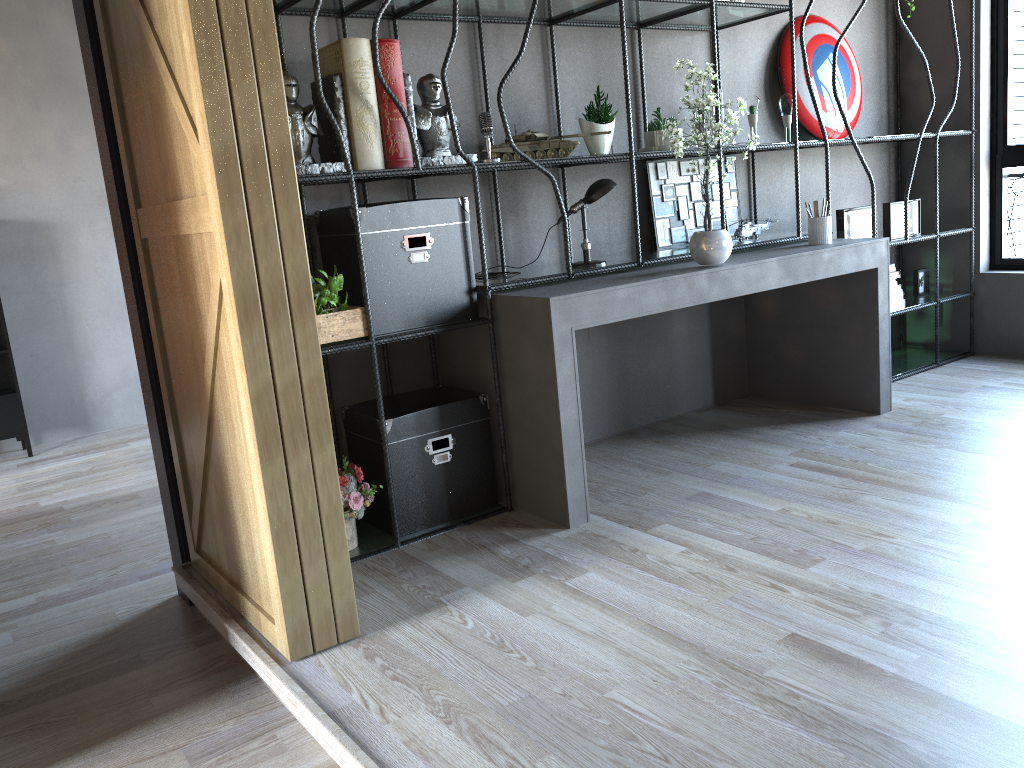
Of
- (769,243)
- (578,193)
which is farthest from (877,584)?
(578,193)

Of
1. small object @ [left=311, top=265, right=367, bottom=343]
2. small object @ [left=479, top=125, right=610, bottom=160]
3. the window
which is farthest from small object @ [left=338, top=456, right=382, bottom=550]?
the window

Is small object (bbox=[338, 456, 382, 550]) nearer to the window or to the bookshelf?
the bookshelf

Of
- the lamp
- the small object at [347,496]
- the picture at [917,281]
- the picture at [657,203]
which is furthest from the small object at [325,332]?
the picture at [917,281]

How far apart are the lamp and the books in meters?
2.3

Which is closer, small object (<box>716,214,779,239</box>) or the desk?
the desk

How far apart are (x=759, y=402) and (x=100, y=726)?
3.6m

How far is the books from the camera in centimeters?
516cm

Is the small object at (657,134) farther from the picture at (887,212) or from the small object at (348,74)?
the picture at (887,212)

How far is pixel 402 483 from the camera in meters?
3.4 m
